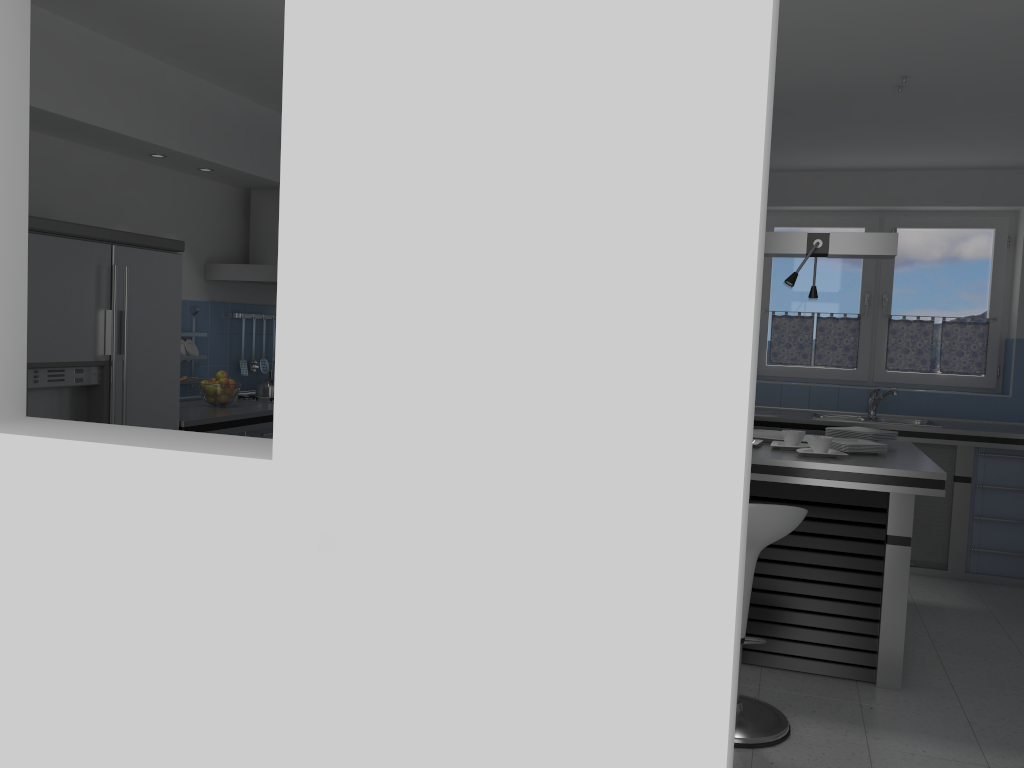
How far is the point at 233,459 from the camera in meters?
2.0 m

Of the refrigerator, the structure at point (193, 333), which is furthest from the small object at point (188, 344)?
the refrigerator

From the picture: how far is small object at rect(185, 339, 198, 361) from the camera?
5.3m

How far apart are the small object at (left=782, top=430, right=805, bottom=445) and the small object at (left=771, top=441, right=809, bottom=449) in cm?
7

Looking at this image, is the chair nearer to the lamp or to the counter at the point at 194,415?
the lamp

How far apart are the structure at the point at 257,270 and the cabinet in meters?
0.9 m

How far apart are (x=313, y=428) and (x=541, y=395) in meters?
0.5

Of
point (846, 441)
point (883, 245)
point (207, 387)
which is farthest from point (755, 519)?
point (207, 387)

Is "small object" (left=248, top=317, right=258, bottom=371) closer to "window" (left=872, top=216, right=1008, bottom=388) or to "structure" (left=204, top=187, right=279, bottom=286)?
"structure" (left=204, top=187, right=279, bottom=286)

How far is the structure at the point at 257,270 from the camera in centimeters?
532cm
